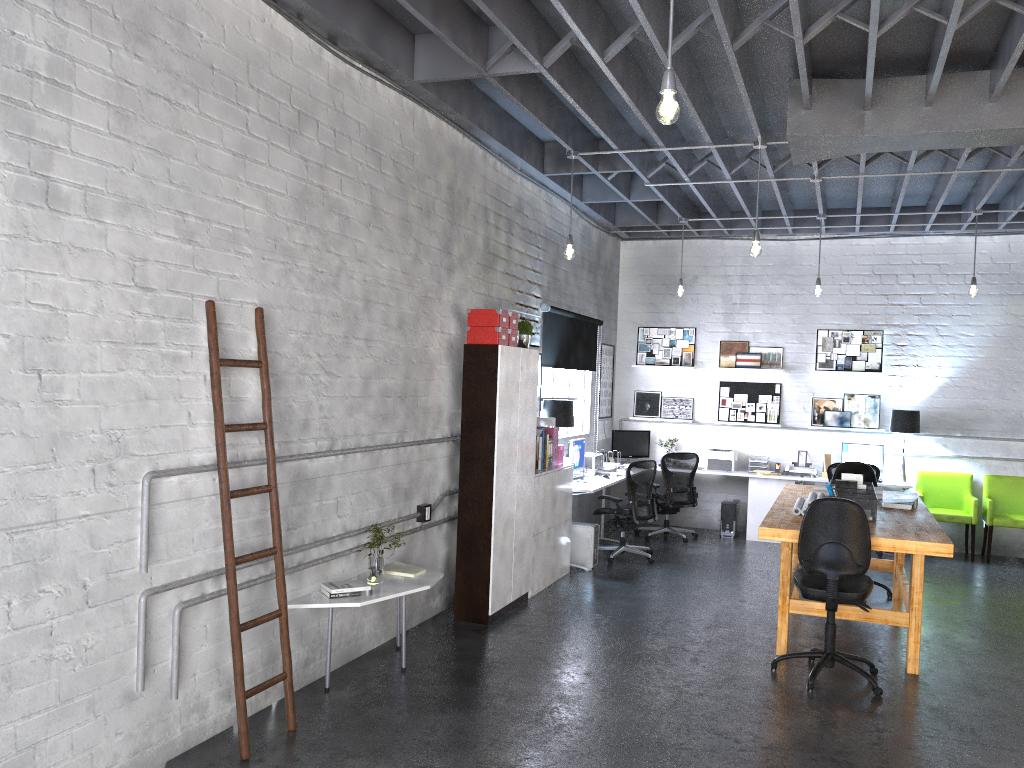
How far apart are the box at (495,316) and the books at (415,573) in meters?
1.9

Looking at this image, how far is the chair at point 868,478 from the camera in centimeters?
802cm

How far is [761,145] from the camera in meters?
6.7

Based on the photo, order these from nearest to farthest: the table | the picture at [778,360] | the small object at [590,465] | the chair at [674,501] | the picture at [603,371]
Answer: the table, the small object at [590,465], the chair at [674,501], the picture at [778,360], the picture at [603,371]

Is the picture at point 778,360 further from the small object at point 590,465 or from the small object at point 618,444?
the small object at point 590,465

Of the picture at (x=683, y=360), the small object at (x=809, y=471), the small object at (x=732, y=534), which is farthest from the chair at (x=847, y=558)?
the picture at (x=683, y=360)

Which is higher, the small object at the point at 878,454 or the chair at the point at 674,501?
the small object at the point at 878,454

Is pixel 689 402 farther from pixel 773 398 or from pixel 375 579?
pixel 375 579

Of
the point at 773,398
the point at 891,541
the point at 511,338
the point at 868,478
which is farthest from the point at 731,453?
the point at 891,541

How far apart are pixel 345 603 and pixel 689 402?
7.2m
